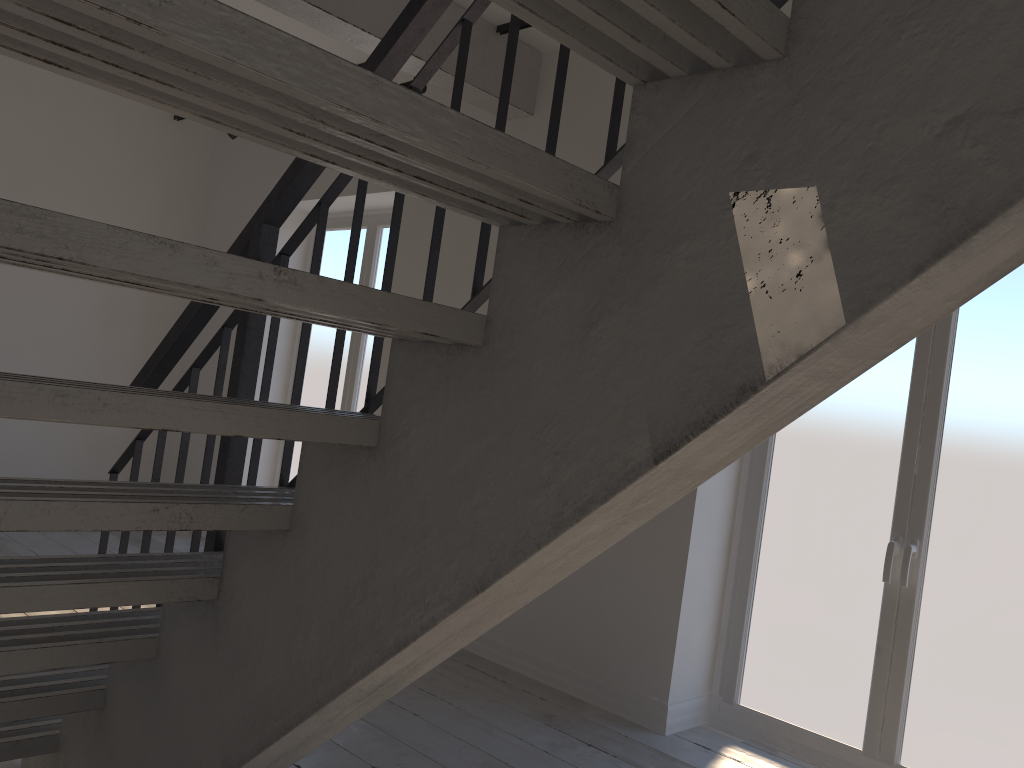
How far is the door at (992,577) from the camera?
3.09m

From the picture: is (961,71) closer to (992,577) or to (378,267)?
(992,577)

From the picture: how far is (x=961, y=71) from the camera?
0.90m

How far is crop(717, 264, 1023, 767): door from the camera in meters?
3.1 m

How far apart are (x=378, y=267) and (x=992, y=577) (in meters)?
3.93

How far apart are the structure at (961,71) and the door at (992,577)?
2.0 meters

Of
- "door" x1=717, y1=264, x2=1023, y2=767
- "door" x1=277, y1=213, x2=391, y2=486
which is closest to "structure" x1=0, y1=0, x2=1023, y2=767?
"door" x1=277, y1=213, x2=391, y2=486

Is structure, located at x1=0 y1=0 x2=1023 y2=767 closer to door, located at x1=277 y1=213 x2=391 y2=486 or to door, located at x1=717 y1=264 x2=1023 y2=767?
door, located at x1=277 y1=213 x2=391 y2=486

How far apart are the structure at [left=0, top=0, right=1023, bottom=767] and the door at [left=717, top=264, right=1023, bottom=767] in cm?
202

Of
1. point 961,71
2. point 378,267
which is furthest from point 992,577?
point 378,267
